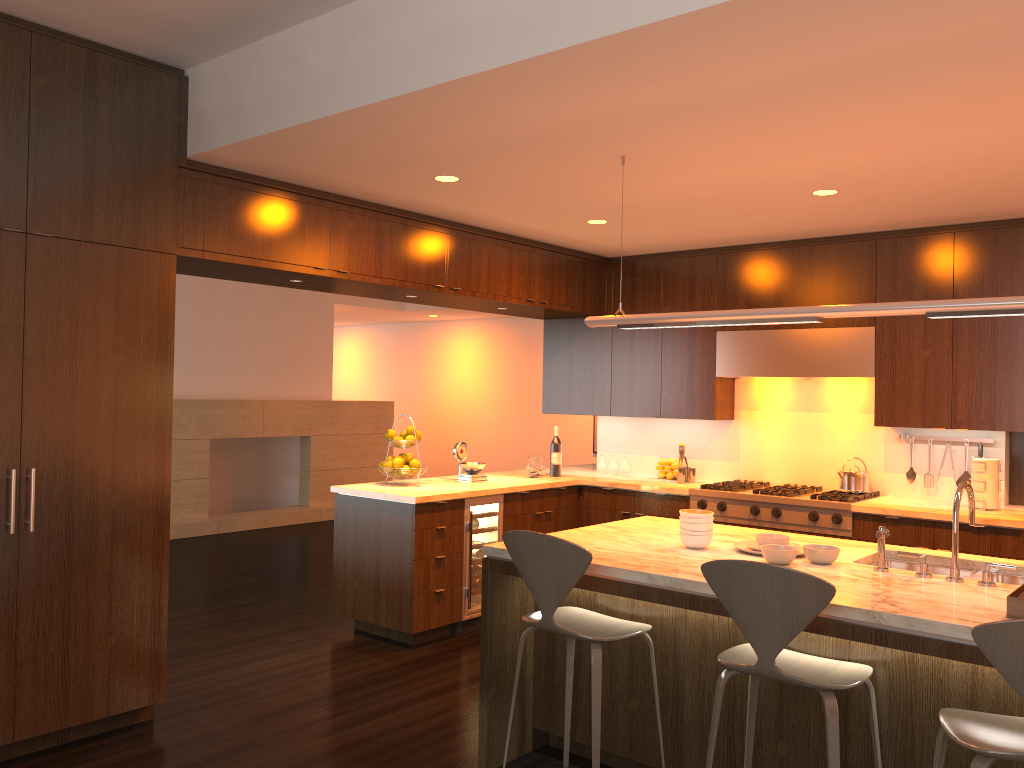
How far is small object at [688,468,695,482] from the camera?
6.34m

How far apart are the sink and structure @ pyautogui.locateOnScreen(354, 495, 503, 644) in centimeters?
260cm

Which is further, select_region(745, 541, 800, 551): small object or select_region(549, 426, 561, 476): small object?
select_region(549, 426, 561, 476): small object

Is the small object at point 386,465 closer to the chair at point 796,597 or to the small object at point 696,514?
the small object at point 696,514

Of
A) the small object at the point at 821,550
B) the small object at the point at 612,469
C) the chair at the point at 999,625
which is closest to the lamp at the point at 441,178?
the small object at the point at 821,550

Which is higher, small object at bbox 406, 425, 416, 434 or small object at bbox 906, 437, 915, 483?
small object at bbox 406, 425, 416, 434

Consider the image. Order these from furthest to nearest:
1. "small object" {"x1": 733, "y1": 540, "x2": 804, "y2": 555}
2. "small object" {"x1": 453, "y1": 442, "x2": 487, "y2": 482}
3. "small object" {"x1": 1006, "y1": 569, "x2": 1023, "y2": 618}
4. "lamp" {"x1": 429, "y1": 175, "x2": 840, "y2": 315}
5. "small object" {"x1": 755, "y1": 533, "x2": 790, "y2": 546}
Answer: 1. "small object" {"x1": 453, "y1": 442, "x2": 487, "y2": 482}
2. "lamp" {"x1": 429, "y1": 175, "x2": 840, "y2": 315}
3. "small object" {"x1": 733, "y1": 540, "x2": 804, "y2": 555}
4. "small object" {"x1": 755, "y1": 533, "x2": 790, "y2": 546}
5. "small object" {"x1": 1006, "y1": 569, "x2": 1023, "y2": 618}

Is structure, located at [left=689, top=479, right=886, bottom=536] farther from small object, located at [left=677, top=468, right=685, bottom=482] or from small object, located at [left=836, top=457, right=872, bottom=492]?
small object, located at [left=677, top=468, right=685, bottom=482]

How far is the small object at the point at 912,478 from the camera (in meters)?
5.62

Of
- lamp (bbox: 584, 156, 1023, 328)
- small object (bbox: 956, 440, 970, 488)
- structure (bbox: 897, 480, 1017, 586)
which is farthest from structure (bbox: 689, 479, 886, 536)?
lamp (bbox: 584, 156, 1023, 328)
